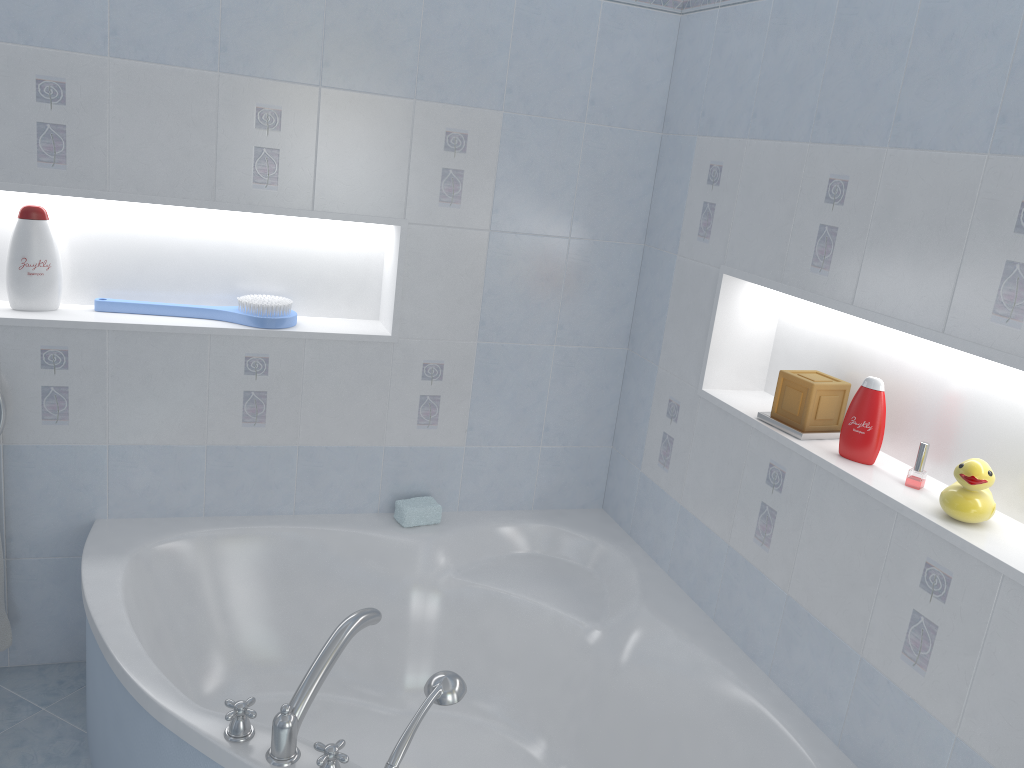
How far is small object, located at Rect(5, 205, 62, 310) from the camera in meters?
2.3 m

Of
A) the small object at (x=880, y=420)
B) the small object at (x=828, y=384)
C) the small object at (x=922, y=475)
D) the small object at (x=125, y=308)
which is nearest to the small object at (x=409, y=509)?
the small object at (x=125, y=308)

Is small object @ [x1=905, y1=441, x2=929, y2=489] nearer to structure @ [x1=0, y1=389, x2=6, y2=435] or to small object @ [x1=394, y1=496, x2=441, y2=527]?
small object @ [x1=394, y1=496, x2=441, y2=527]

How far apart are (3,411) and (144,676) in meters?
0.9 m

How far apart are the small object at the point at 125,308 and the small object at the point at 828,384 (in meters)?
1.30

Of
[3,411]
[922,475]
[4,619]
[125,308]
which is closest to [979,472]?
[922,475]

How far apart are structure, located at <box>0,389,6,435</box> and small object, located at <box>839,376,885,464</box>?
2.0 meters

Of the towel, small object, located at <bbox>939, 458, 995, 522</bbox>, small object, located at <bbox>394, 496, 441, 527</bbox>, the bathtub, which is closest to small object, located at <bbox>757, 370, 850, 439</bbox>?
small object, located at <bbox>939, 458, 995, 522</bbox>

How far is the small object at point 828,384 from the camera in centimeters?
205cm

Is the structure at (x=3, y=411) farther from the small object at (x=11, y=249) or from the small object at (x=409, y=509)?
the small object at (x=409, y=509)
